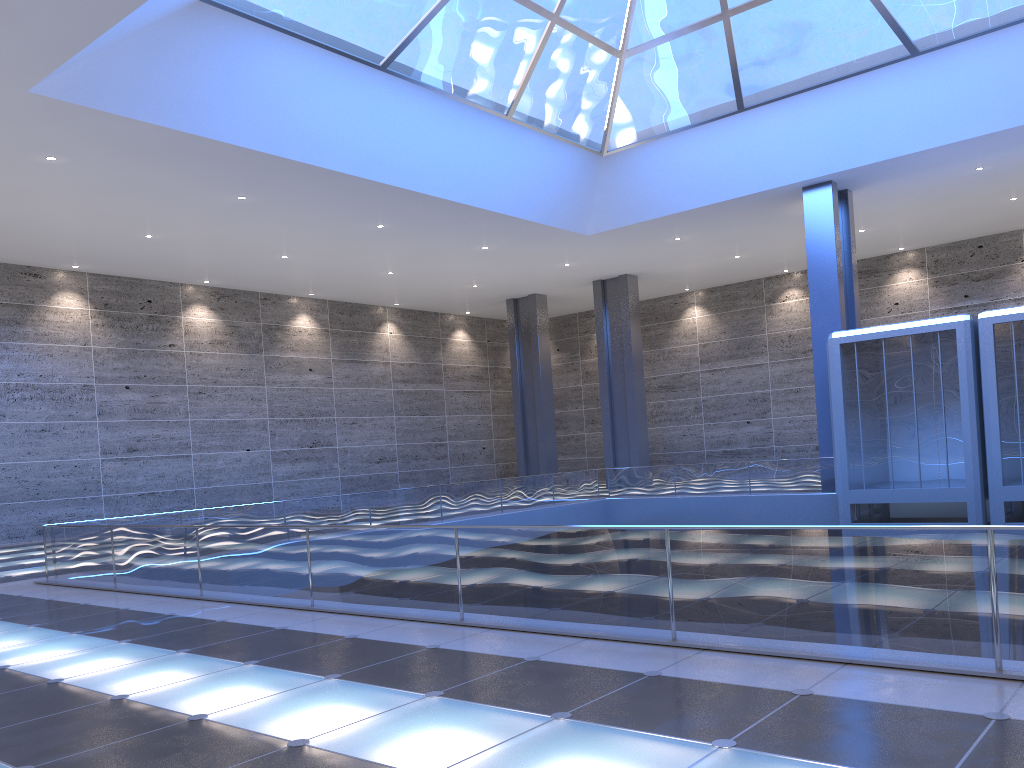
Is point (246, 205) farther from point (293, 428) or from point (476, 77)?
point (293, 428)
